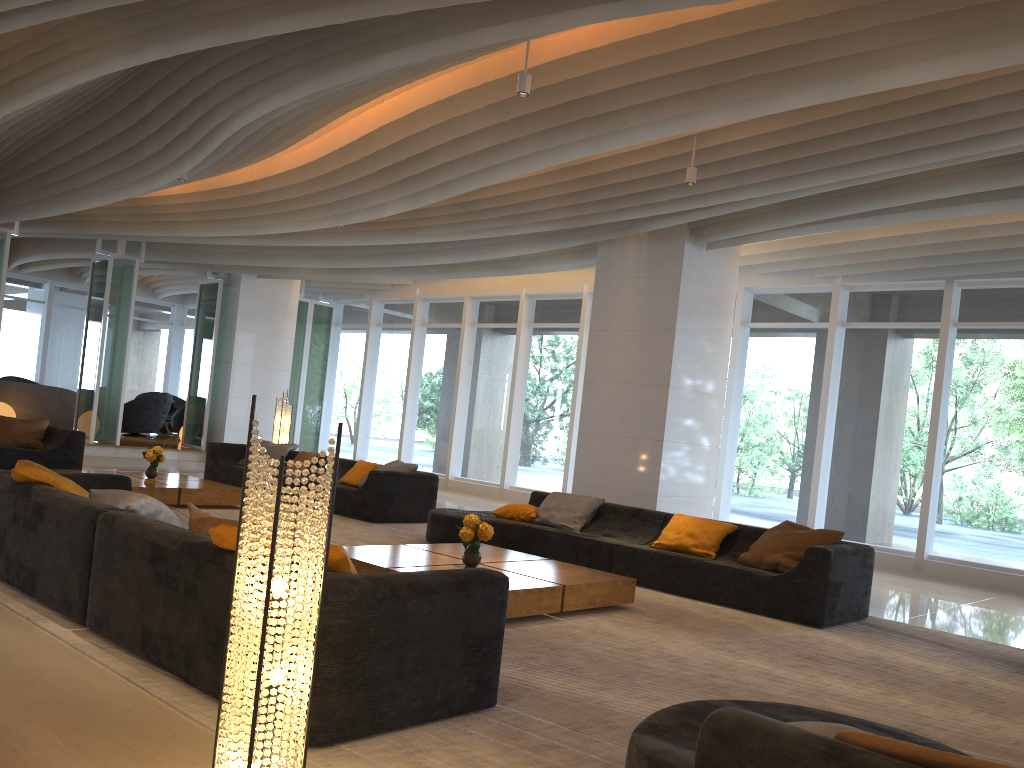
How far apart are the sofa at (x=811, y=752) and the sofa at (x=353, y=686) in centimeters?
92cm

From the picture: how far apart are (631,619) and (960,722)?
2.2 meters

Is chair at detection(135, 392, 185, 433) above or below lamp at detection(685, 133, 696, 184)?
below

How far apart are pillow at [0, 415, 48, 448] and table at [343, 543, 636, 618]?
6.9m

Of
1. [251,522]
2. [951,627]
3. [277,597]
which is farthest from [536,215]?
[277,597]

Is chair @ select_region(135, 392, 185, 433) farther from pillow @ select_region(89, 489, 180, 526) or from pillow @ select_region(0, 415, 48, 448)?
pillow @ select_region(89, 489, 180, 526)

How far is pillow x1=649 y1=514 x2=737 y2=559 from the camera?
7.3 meters

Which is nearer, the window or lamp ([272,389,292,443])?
the window

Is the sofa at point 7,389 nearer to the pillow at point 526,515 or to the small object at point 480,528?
the pillow at point 526,515

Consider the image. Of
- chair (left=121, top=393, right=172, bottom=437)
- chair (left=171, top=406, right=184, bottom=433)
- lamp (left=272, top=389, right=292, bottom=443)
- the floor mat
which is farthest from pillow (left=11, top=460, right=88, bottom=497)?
A: chair (left=171, top=406, right=184, bottom=433)
